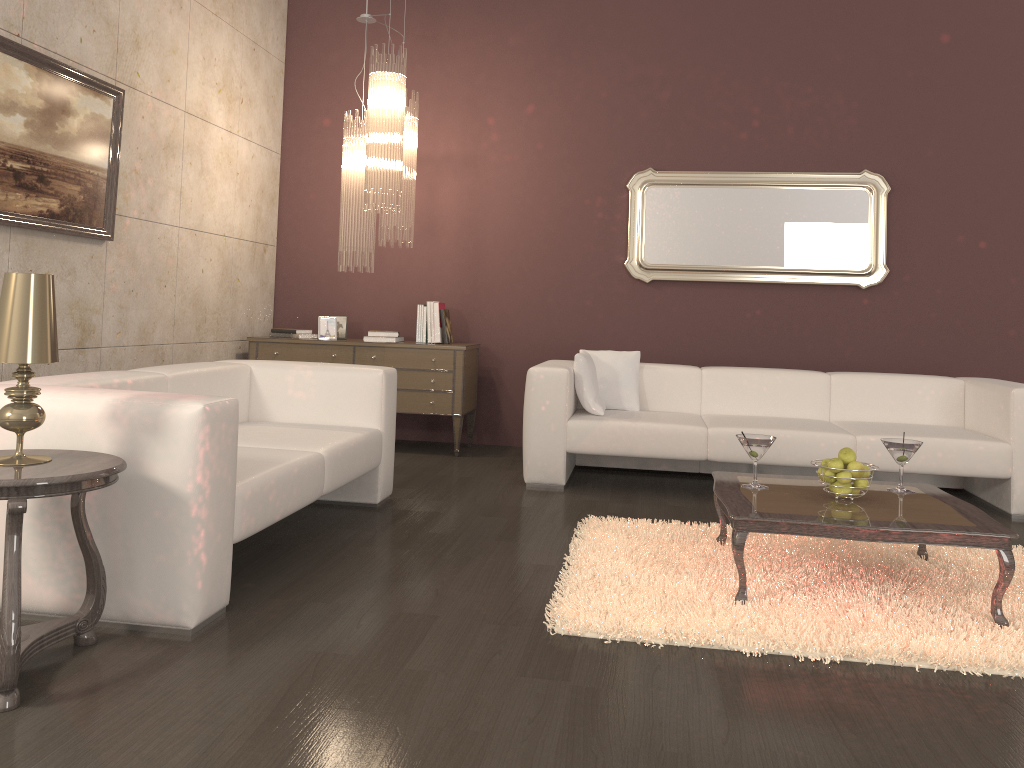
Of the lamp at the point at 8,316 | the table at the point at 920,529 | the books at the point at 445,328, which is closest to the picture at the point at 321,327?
the books at the point at 445,328

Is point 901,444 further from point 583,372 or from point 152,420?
point 152,420

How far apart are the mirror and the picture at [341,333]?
2.04m

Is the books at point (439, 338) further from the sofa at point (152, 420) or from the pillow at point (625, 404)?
the sofa at point (152, 420)

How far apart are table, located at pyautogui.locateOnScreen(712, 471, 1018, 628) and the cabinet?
2.5m

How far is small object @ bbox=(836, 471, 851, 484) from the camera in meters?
3.1

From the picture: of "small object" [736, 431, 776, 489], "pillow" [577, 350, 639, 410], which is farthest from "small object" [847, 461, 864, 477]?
"pillow" [577, 350, 639, 410]

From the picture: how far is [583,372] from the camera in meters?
5.0

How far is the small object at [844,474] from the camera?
3.1m

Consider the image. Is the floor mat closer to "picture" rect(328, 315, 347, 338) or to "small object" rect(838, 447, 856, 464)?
"small object" rect(838, 447, 856, 464)
